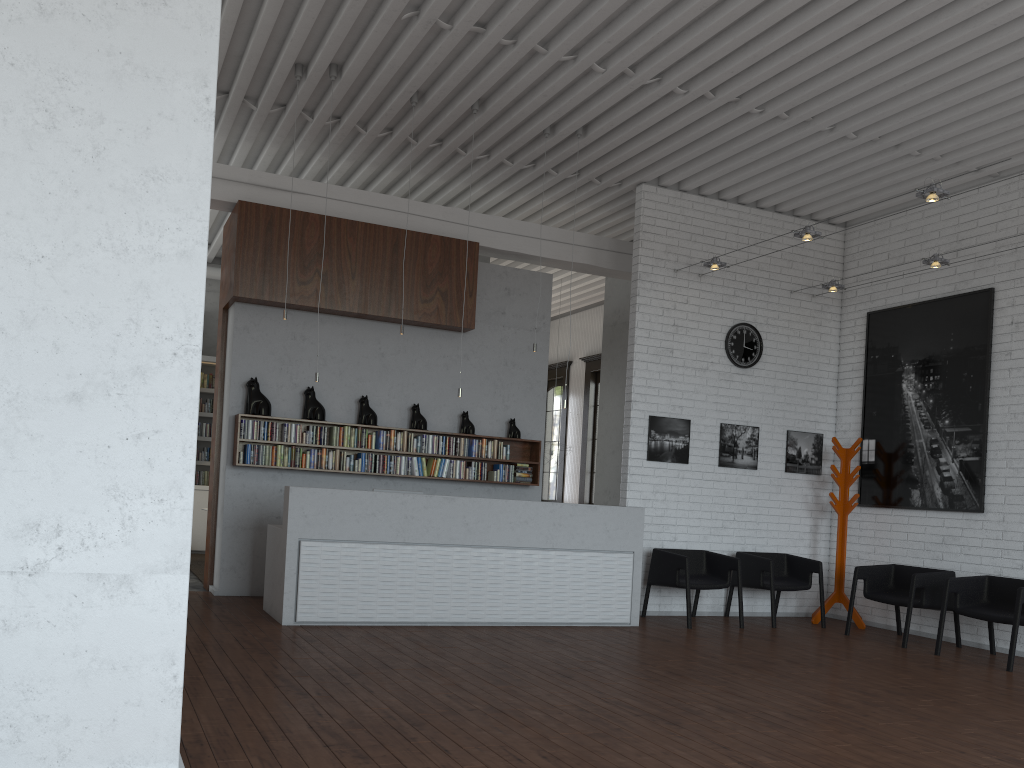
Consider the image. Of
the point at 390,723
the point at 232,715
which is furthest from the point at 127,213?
the point at 390,723
